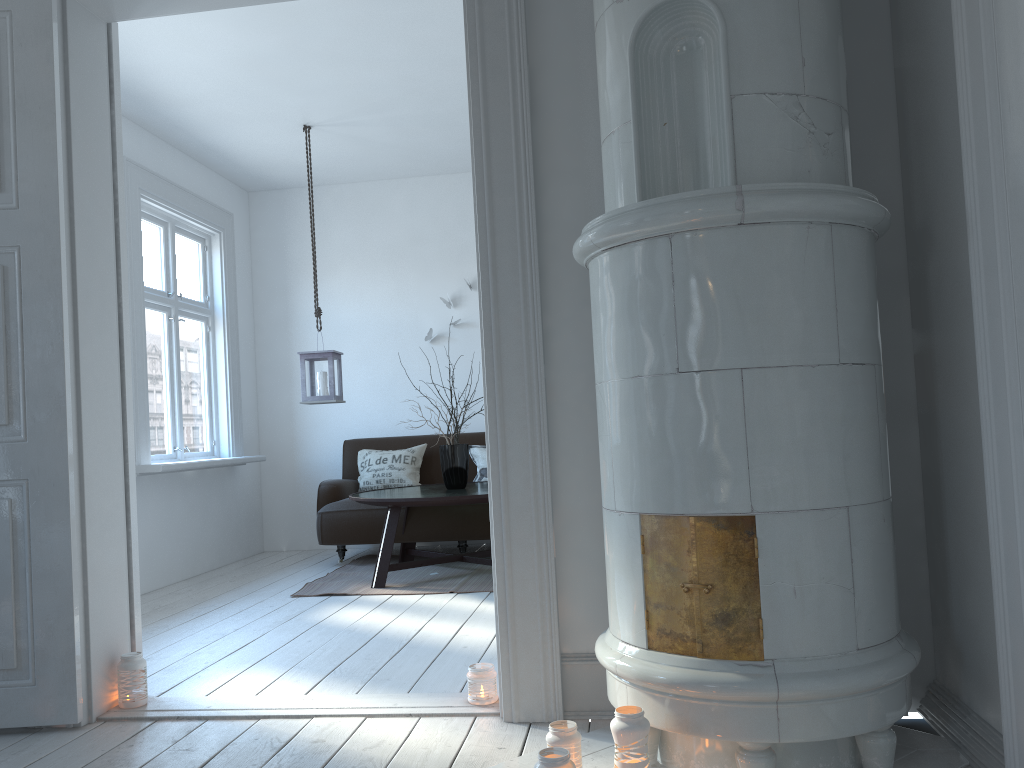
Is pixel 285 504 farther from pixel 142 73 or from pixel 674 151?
pixel 674 151

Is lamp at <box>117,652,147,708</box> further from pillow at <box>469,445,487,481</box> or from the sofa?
pillow at <box>469,445,487,481</box>

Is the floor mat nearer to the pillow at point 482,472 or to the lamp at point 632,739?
the pillow at point 482,472

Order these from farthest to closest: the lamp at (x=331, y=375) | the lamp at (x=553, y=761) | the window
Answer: the lamp at (x=331, y=375) → the window → the lamp at (x=553, y=761)

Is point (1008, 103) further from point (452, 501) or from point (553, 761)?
point (452, 501)

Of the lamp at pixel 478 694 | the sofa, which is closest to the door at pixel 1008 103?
the lamp at pixel 478 694

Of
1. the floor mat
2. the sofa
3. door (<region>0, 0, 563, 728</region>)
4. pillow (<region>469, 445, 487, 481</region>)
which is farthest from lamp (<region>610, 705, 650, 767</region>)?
pillow (<region>469, 445, 487, 481</region>)

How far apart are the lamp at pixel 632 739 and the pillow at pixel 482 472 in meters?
4.2 m

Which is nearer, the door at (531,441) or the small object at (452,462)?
the door at (531,441)

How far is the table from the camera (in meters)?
4.73
